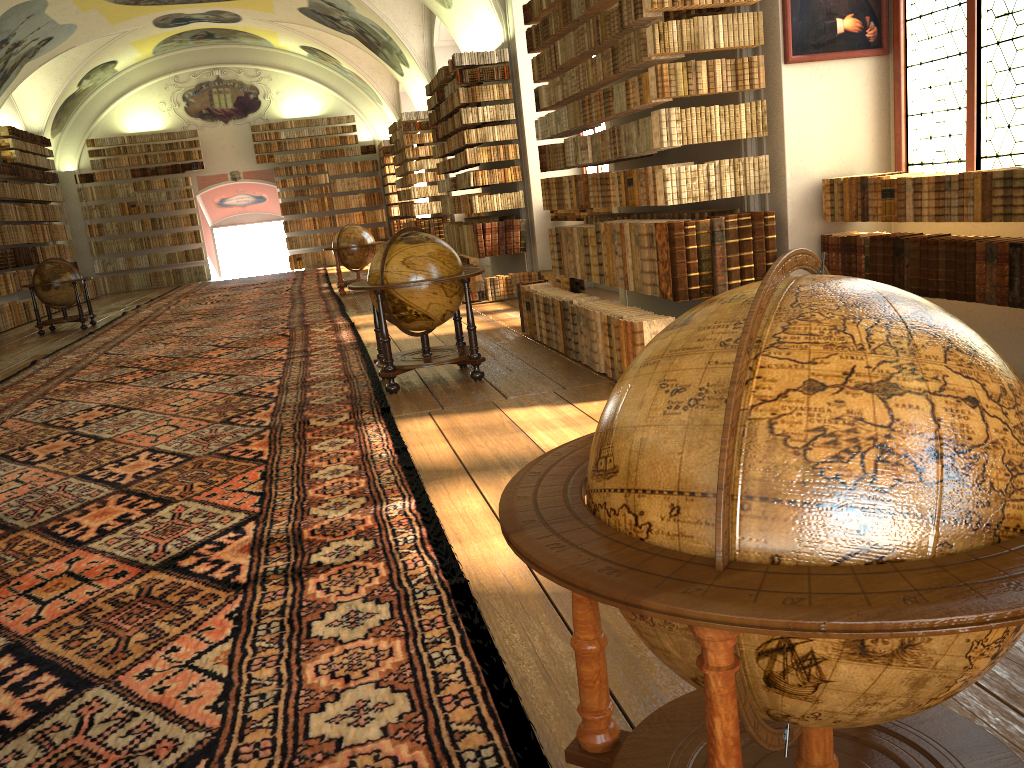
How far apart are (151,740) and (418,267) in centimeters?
544cm

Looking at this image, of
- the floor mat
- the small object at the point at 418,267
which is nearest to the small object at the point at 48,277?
the floor mat

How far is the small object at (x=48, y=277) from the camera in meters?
17.2 m

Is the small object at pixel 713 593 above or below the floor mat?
above

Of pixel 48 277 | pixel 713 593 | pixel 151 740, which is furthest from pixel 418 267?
pixel 48 277

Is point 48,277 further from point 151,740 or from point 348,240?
point 151,740

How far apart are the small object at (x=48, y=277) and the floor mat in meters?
0.5 m

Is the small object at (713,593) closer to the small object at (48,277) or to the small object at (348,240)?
the small object at (348,240)

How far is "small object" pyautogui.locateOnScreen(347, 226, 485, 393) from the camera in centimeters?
783cm

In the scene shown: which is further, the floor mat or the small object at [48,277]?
the small object at [48,277]
